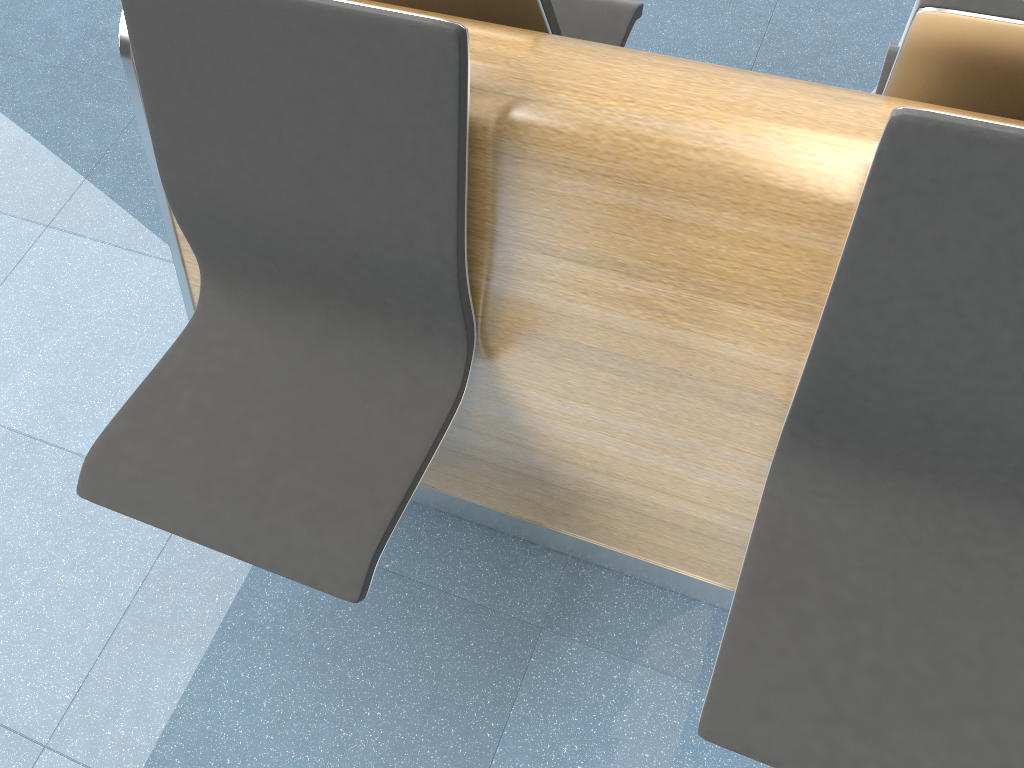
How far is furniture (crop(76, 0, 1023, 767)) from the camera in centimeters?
103cm

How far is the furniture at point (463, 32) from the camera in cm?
103

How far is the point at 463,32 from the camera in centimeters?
103cm

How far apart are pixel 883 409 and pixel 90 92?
2.2 meters

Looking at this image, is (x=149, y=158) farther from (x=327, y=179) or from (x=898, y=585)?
(x=898, y=585)
